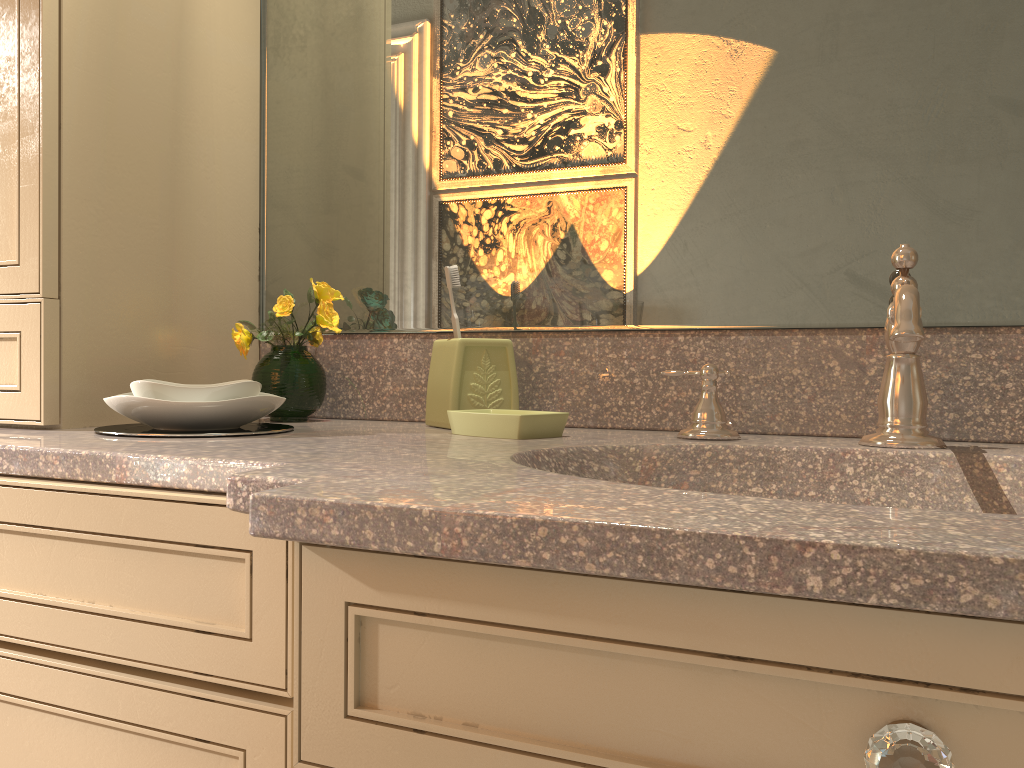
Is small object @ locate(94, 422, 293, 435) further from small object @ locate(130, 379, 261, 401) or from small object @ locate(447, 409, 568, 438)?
small object @ locate(447, 409, 568, 438)

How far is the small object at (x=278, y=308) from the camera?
1.2 meters

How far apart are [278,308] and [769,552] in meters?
0.9 m

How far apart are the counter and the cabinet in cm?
1

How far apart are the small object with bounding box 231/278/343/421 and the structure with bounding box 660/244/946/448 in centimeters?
51cm

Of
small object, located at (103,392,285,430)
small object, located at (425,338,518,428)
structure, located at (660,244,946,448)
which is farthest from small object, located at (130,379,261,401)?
structure, located at (660,244,946,448)

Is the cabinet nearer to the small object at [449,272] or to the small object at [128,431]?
the small object at [128,431]

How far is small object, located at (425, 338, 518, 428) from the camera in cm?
112

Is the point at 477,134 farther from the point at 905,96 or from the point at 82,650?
the point at 82,650

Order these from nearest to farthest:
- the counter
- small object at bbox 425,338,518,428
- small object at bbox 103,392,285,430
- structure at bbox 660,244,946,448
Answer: the counter
structure at bbox 660,244,946,448
small object at bbox 103,392,285,430
small object at bbox 425,338,518,428
